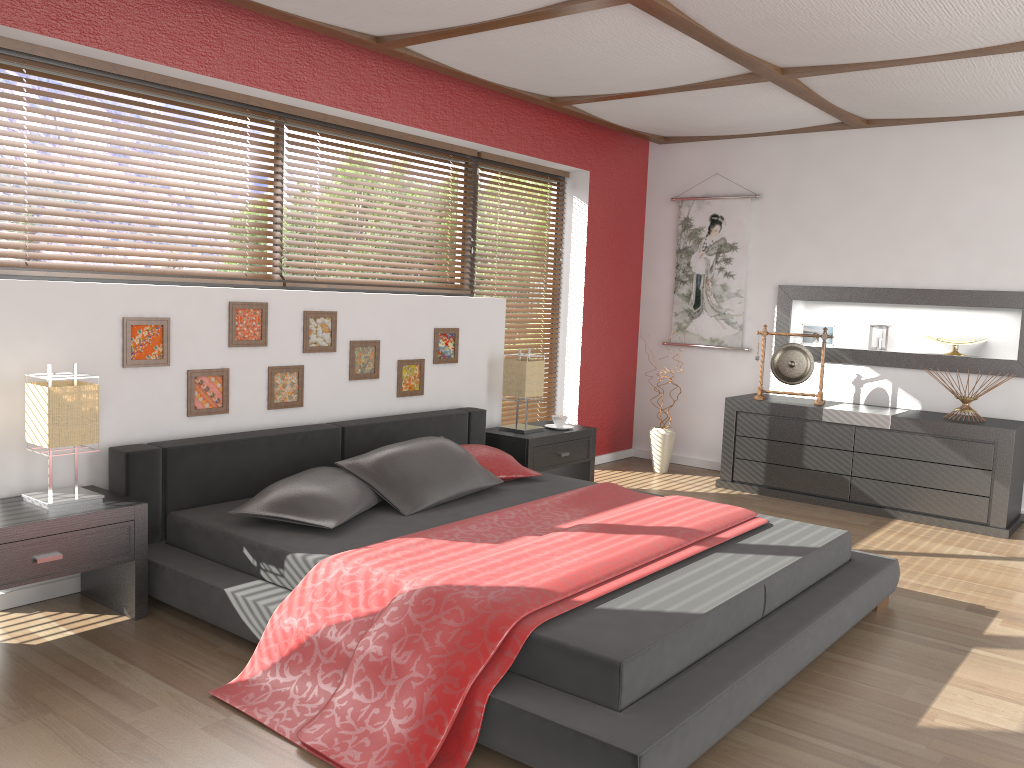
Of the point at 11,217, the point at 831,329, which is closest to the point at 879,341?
the point at 831,329

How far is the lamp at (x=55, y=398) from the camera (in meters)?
3.03

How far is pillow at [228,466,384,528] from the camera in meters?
3.3

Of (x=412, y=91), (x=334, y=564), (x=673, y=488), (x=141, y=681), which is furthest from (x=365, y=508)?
(x=673, y=488)

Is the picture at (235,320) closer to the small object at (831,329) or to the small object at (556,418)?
the small object at (556,418)

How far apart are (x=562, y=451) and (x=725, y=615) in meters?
2.6

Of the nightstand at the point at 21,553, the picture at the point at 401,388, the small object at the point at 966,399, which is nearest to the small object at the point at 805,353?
the small object at the point at 966,399

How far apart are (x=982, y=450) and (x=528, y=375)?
2.6m

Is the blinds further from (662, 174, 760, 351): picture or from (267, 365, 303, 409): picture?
(662, 174, 760, 351): picture

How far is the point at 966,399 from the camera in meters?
5.2
